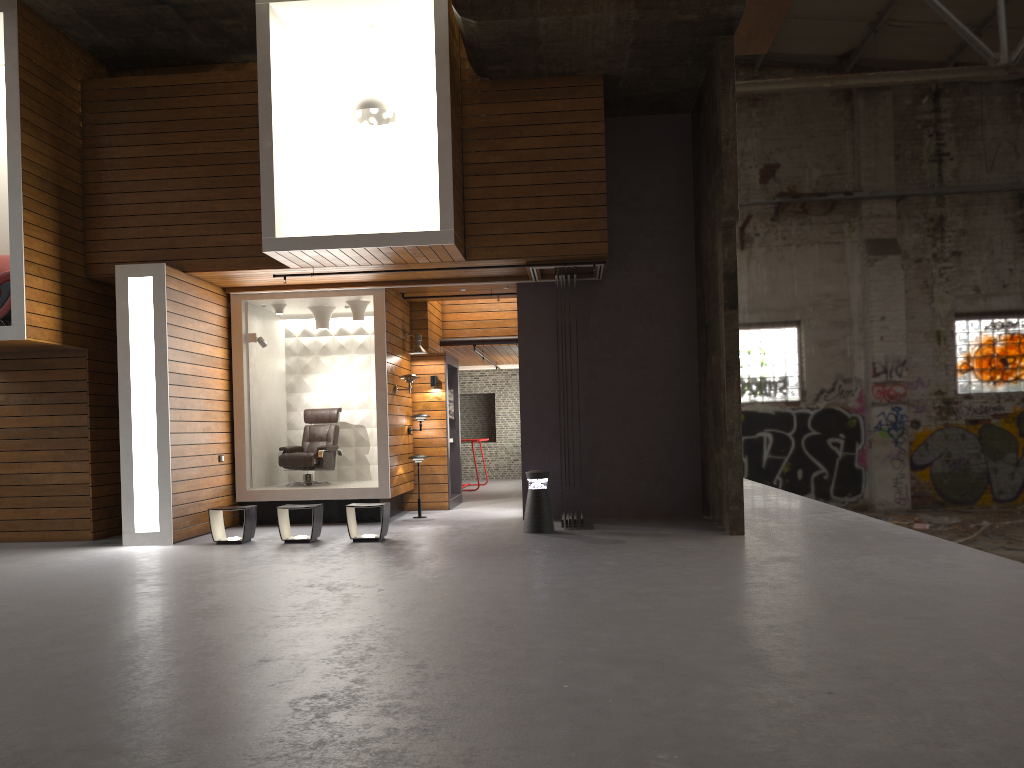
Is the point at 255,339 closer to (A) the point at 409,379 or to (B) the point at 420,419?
(A) the point at 409,379

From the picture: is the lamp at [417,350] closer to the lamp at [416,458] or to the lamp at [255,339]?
the lamp at [416,458]

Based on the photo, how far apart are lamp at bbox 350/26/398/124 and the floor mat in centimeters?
548cm

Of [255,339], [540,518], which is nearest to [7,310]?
[255,339]

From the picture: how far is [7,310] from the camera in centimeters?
933cm

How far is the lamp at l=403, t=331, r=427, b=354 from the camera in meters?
12.4

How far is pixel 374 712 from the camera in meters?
3.6

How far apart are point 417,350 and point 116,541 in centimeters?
455cm

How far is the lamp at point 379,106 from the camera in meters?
9.7 m

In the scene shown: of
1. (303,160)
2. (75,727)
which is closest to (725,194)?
(303,160)
